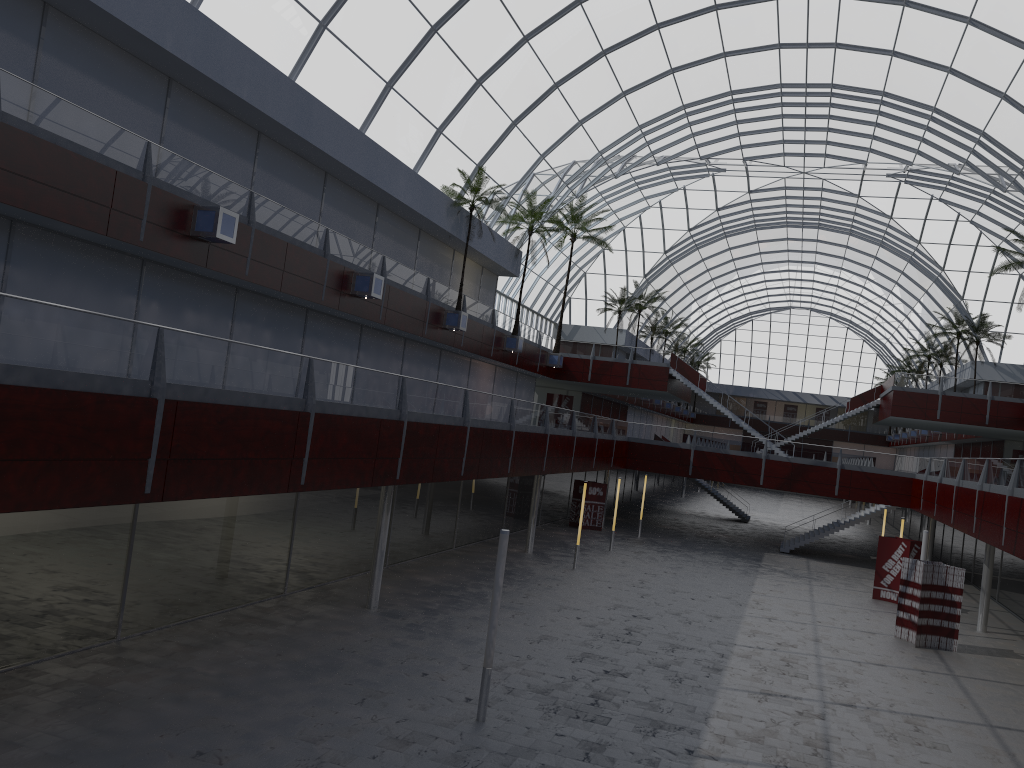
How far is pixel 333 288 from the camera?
36.9m
